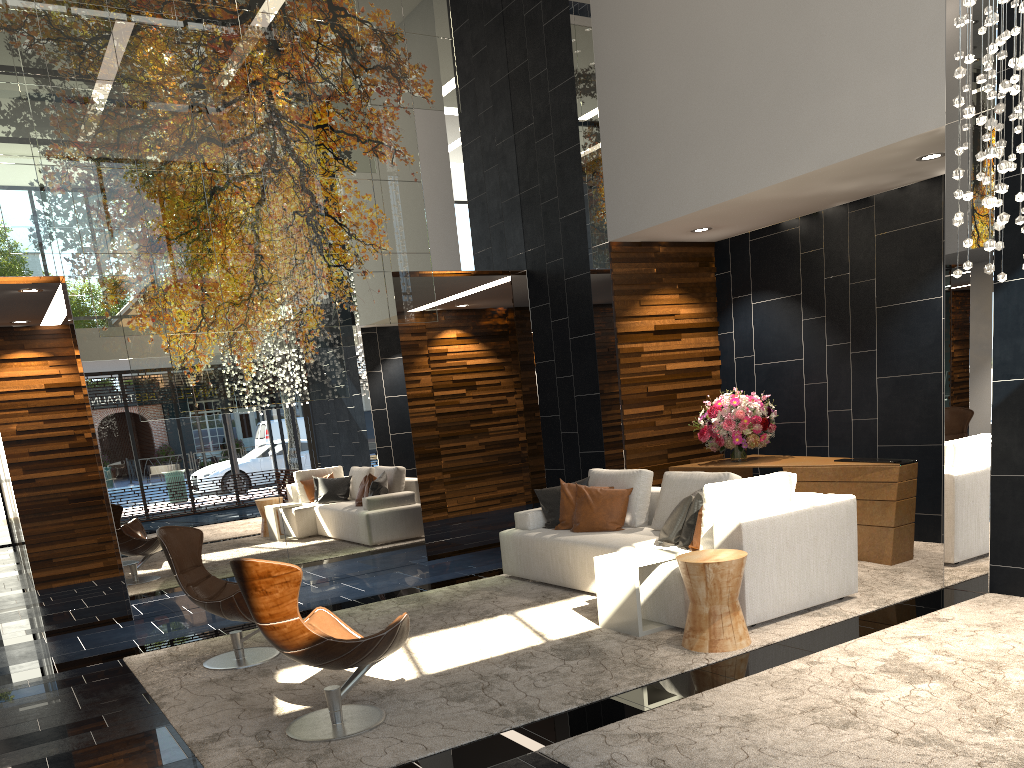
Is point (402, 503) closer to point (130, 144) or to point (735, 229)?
point (130, 144)

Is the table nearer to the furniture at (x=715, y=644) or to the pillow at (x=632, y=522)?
the furniture at (x=715, y=644)

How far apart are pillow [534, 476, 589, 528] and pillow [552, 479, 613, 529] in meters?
0.1 m

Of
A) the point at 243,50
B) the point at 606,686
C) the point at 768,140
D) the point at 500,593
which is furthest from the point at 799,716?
the point at 243,50

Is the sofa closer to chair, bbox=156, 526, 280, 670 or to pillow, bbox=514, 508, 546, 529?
pillow, bbox=514, 508, 546, 529

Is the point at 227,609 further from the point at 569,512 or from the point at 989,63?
the point at 989,63

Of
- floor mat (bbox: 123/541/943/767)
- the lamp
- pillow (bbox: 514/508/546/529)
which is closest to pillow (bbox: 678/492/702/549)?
floor mat (bbox: 123/541/943/767)

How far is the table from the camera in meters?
5.1 m

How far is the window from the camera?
14.5 meters

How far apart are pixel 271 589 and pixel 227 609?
1.7 meters
